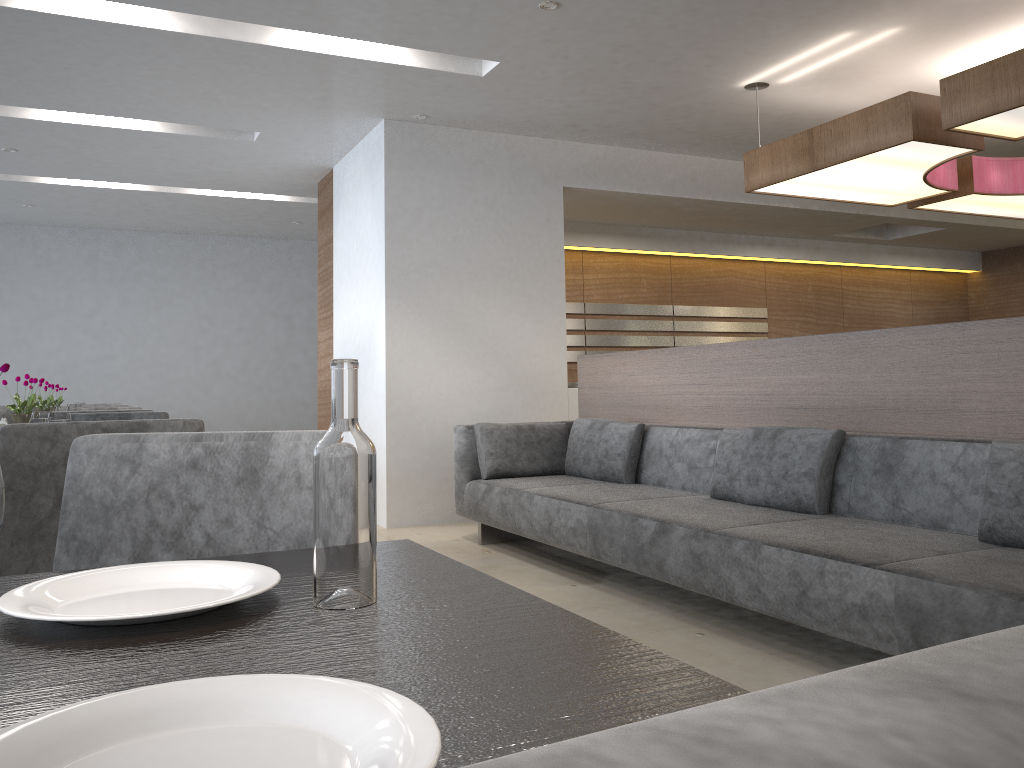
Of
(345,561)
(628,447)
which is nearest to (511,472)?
(628,447)

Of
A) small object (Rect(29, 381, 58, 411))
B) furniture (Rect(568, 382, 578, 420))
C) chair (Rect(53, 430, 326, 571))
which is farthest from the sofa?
small object (Rect(29, 381, 58, 411))

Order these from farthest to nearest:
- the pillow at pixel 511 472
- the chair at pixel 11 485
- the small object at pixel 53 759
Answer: the pillow at pixel 511 472, the chair at pixel 11 485, the small object at pixel 53 759

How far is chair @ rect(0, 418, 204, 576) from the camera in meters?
1.7

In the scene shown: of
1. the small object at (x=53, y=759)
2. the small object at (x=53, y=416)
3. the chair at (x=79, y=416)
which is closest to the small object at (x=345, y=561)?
the small object at (x=53, y=759)

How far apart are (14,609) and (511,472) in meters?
4.1 m

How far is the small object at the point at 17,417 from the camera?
3.6 meters

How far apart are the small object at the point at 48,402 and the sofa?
2.43m

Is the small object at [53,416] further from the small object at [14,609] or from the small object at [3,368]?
the small object at [14,609]

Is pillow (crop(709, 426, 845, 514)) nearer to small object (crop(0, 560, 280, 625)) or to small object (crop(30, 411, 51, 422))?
small object (crop(30, 411, 51, 422))
